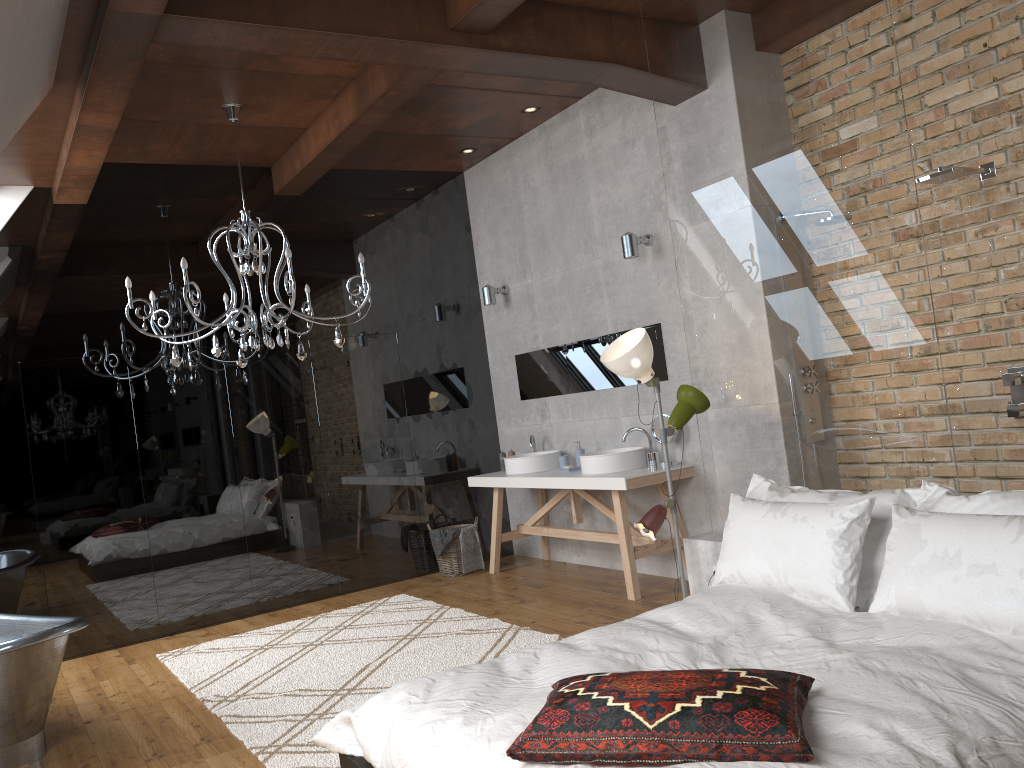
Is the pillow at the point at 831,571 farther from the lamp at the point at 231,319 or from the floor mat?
the lamp at the point at 231,319

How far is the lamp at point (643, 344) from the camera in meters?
4.2

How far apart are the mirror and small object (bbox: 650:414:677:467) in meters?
0.3

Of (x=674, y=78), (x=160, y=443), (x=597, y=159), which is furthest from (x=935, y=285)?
(x=160, y=443)

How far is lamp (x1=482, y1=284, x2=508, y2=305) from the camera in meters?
7.2

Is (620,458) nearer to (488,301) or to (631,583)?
(631,583)

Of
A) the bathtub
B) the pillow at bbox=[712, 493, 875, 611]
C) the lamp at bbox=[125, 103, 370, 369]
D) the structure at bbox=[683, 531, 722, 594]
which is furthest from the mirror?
the bathtub

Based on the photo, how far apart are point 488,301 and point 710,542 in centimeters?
339cm

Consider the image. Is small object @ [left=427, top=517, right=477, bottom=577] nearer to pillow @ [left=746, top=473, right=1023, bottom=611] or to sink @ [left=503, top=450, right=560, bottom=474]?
sink @ [left=503, top=450, right=560, bottom=474]

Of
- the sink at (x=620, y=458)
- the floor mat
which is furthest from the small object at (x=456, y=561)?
the sink at (x=620, y=458)
